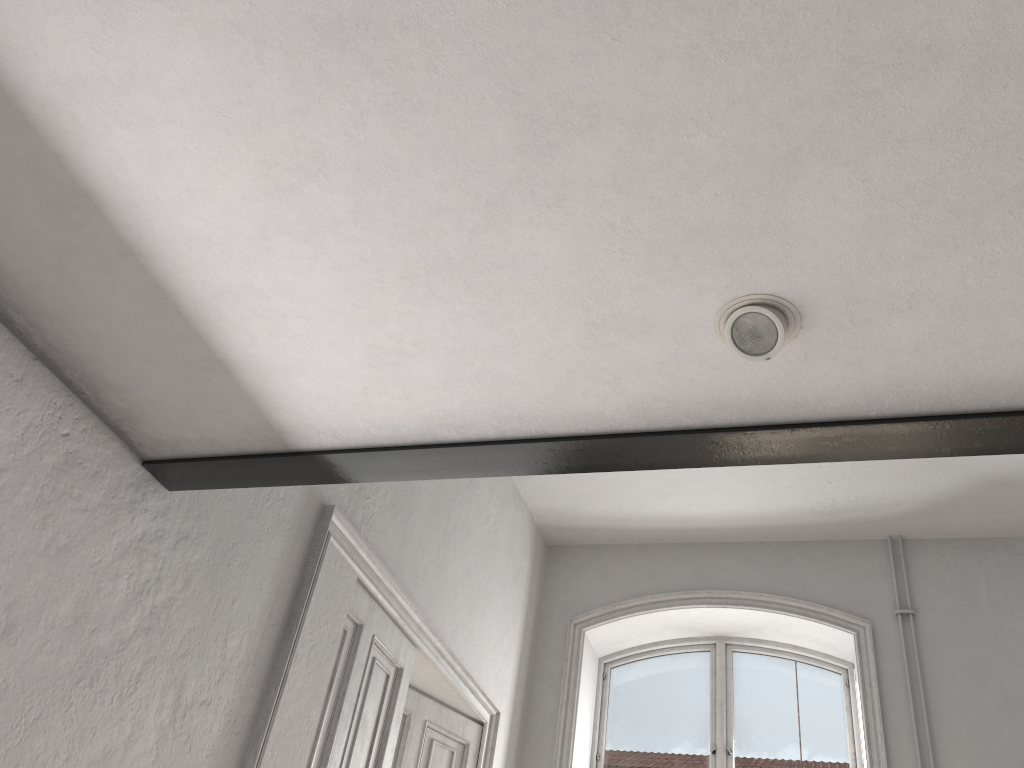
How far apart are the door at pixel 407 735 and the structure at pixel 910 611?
2.76m

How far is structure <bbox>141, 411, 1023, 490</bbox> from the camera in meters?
2.1 m

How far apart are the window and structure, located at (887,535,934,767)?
0.7m

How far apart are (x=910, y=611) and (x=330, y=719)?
3.8m

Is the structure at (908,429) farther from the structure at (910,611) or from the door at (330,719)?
the structure at (910,611)

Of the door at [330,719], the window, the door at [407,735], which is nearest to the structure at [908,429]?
the door at [330,719]

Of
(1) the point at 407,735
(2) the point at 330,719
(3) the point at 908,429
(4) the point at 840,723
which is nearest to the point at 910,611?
(4) the point at 840,723

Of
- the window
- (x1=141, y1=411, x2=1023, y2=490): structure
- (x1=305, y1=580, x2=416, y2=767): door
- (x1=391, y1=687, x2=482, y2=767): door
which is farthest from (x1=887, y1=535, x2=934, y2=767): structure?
(x1=141, y1=411, x2=1023, y2=490): structure

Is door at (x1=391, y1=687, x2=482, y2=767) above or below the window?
below

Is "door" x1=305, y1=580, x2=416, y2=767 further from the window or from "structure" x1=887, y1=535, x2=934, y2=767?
"structure" x1=887, y1=535, x2=934, y2=767
